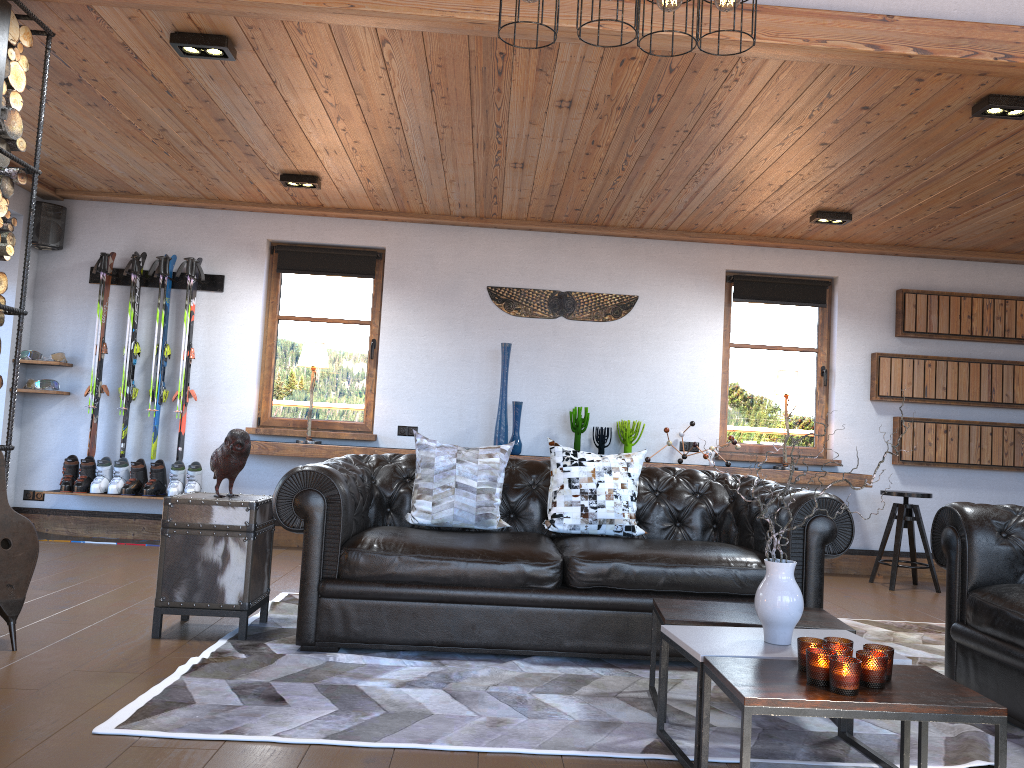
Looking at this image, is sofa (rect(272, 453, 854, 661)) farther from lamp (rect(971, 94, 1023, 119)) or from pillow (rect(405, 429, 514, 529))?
lamp (rect(971, 94, 1023, 119))

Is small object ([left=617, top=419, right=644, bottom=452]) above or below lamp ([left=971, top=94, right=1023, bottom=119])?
below

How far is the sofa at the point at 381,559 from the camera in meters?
3.7 m

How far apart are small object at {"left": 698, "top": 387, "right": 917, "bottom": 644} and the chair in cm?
415

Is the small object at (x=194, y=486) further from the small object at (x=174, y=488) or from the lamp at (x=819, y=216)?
the lamp at (x=819, y=216)

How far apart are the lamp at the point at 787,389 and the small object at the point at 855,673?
4.68m

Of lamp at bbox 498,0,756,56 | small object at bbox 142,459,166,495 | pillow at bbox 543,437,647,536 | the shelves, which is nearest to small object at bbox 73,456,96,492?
small object at bbox 142,459,166,495

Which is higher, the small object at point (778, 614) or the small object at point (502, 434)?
the small object at point (502, 434)

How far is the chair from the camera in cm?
644

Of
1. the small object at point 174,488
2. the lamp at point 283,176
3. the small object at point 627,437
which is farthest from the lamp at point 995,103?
the small object at point 174,488
